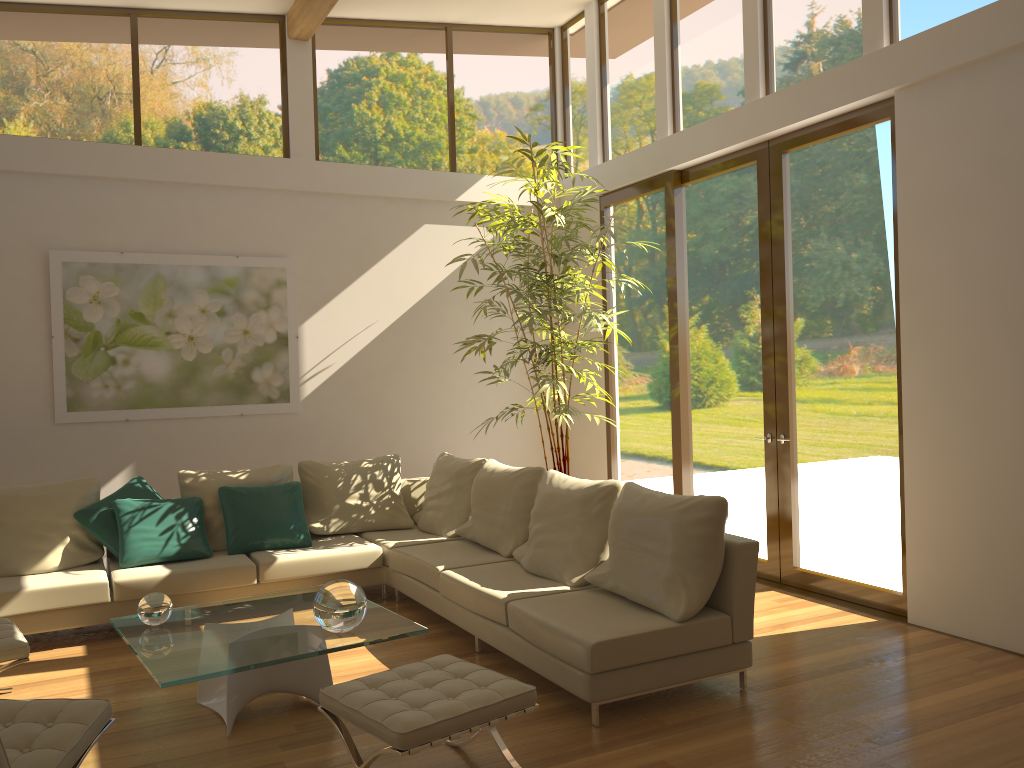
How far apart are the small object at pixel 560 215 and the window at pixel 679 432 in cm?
41

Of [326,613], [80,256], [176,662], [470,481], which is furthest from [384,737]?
[80,256]

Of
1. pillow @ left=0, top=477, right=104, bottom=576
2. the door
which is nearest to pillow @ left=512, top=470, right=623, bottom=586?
the door

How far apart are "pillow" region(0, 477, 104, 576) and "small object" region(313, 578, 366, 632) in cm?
261

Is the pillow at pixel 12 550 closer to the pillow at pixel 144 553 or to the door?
the pillow at pixel 144 553

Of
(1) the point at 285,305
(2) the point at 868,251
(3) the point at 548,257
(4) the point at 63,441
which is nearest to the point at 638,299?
(3) the point at 548,257

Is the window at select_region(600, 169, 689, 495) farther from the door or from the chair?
the chair

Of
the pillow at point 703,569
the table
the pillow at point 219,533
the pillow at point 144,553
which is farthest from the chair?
the pillow at point 219,533

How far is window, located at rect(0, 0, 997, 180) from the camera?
6.19m

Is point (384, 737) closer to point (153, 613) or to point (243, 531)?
point (153, 613)
